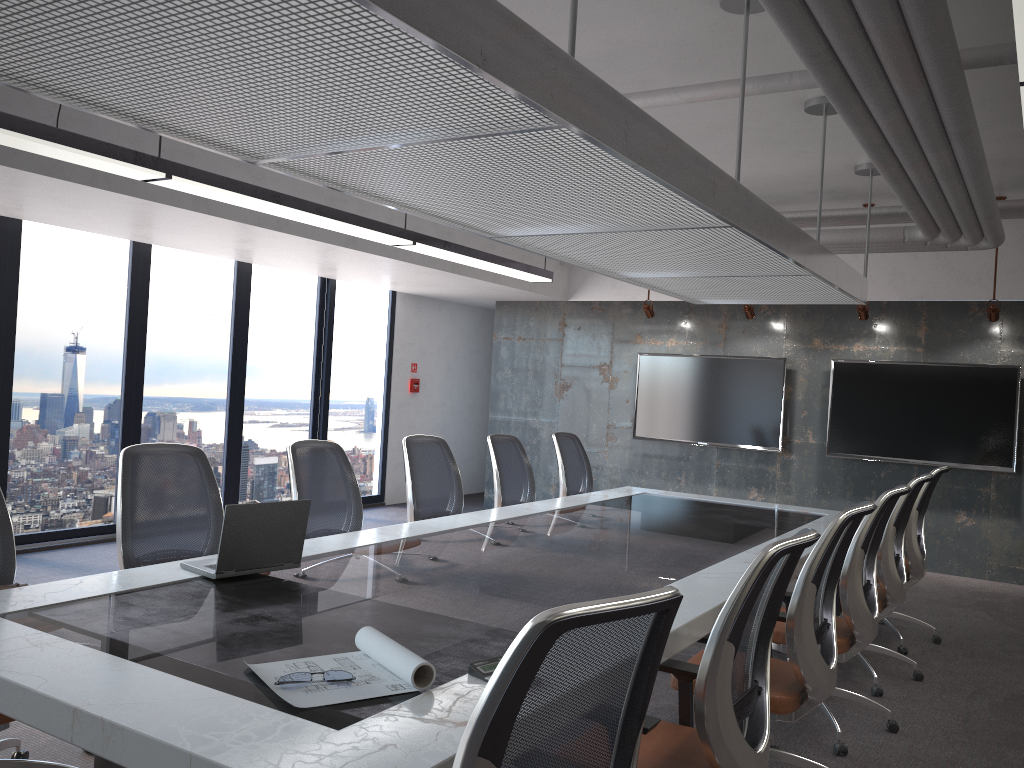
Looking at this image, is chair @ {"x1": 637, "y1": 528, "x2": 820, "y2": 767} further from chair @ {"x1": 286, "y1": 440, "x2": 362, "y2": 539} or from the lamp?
chair @ {"x1": 286, "y1": 440, "x2": 362, "y2": 539}

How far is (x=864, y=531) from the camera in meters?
3.9

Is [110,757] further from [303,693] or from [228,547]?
[228,547]

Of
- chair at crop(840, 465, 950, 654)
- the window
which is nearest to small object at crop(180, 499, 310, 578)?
chair at crop(840, 465, 950, 654)

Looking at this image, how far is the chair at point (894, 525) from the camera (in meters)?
4.73

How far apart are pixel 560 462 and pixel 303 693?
4.8m

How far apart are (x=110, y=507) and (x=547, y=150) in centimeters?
611cm

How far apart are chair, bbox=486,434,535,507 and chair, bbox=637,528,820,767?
3.20m

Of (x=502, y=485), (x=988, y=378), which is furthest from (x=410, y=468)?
(x=988, y=378)

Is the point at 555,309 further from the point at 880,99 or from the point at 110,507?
the point at 880,99
